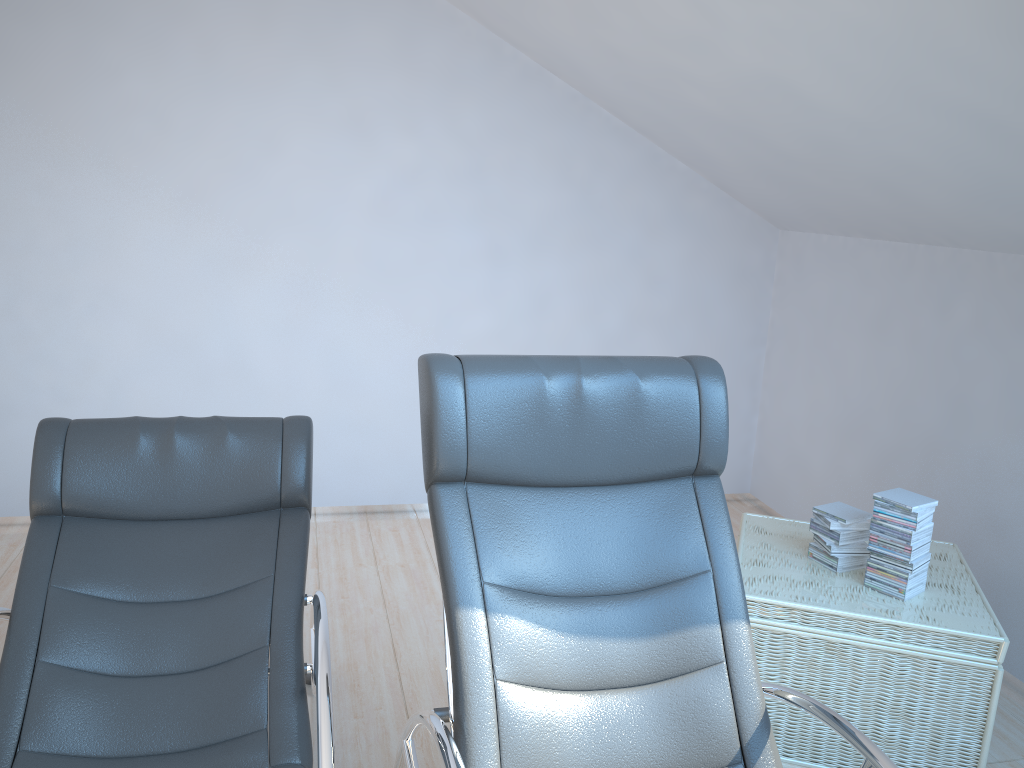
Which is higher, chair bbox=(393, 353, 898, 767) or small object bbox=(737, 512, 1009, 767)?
chair bbox=(393, 353, 898, 767)

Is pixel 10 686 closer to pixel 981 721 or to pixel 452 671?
pixel 452 671

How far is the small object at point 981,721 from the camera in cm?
247

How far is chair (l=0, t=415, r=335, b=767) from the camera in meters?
2.0

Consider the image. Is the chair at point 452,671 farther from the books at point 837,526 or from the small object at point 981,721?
the books at point 837,526

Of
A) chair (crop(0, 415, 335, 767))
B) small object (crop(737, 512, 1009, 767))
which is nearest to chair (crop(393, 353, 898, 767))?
chair (crop(0, 415, 335, 767))

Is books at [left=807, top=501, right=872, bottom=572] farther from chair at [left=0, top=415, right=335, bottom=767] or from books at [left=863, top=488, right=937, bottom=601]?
chair at [left=0, top=415, right=335, bottom=767]

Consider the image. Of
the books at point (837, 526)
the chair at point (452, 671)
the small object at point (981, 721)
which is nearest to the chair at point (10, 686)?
the chair at point (452, 671)

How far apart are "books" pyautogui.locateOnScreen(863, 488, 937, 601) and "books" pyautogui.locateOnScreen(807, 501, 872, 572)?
0.1 meters

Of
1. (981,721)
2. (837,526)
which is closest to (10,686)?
(837,526)
